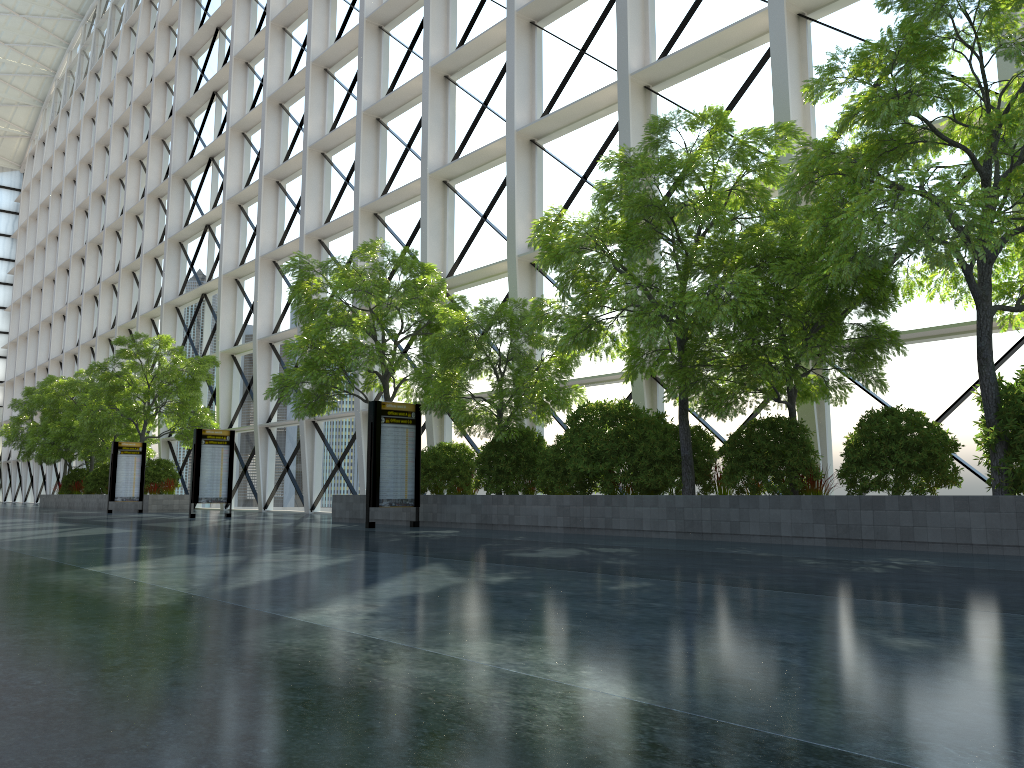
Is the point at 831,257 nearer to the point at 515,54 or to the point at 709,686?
the point at 709,686

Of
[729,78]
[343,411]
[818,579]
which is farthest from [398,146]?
[818,579]
